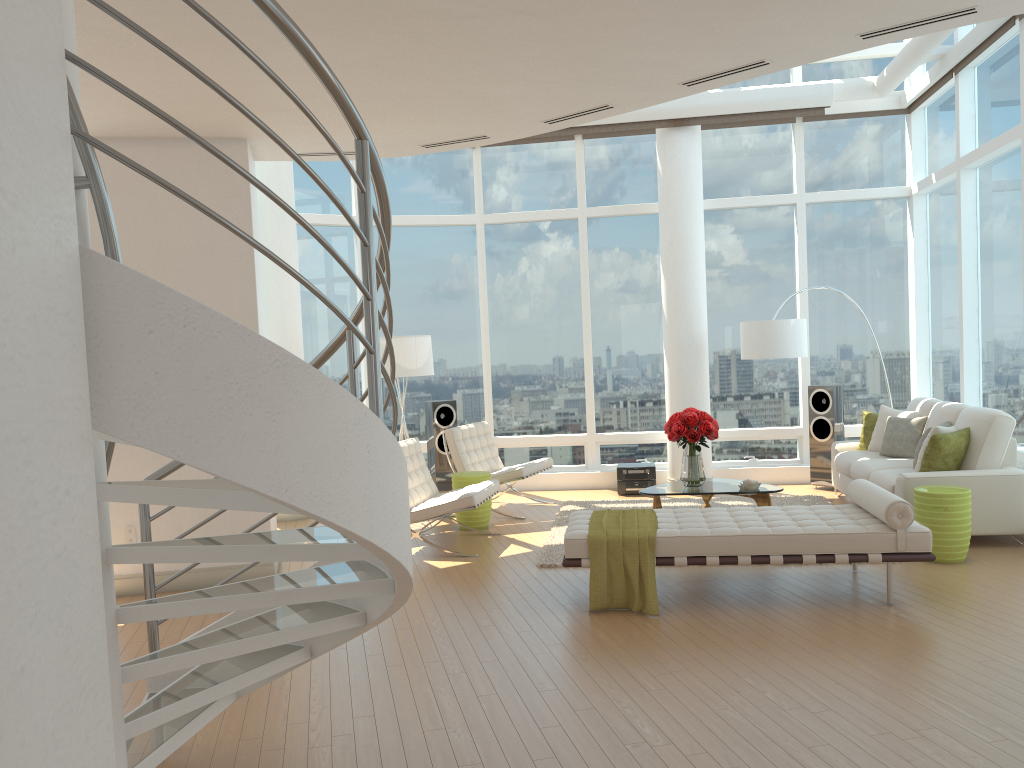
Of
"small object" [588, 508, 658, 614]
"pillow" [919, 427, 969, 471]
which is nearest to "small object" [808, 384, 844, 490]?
"pillow" [919, 427, 969, 471]

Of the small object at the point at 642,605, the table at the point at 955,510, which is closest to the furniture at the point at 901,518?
the small object at the point at 642,605

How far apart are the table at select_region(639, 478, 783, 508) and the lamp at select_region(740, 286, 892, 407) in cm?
168

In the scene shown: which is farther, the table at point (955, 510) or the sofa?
the sofa

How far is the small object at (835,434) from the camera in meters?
9.7

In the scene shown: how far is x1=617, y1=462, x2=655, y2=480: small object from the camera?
10.0 meters

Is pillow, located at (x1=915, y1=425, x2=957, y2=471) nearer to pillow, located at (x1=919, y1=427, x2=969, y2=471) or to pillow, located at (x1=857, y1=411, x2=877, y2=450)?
pillow, located at (x1=919, y1=427, x2=969, y2=471)

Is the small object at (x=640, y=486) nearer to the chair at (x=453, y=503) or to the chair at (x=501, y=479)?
the chair at (x=501, y=479)

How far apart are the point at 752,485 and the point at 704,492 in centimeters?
42cm

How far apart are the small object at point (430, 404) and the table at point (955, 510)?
5.26m
